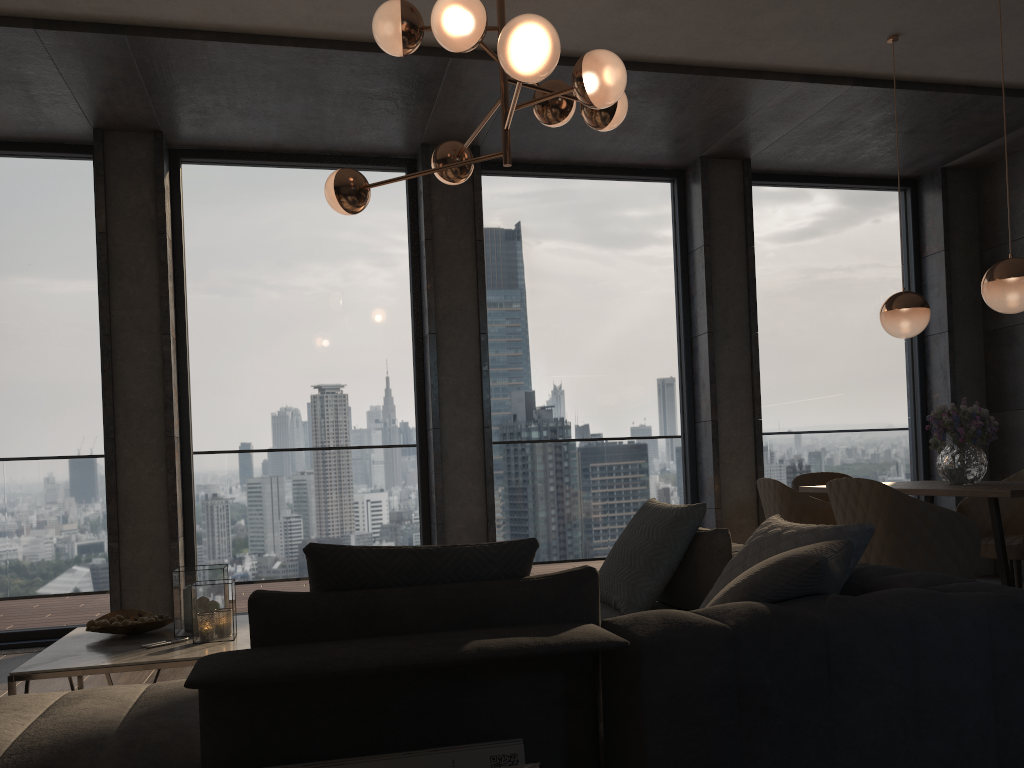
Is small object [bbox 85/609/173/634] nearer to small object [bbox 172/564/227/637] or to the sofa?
small object [bbox 172/564/227/637]

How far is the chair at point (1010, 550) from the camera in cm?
429

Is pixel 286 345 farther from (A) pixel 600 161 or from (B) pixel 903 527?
(B) pixel 903 527

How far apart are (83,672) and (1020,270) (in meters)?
3.96

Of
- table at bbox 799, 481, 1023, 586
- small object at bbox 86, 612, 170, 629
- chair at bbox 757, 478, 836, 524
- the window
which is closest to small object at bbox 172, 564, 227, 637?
small object at bbox 86, 612, 170, 629

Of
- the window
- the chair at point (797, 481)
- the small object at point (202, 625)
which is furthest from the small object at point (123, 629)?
the chair at point (797, 481)

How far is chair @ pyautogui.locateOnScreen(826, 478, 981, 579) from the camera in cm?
342

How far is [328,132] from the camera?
5.5m

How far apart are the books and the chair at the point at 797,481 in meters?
3.8 m

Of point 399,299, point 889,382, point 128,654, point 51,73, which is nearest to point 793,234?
point 889,382
